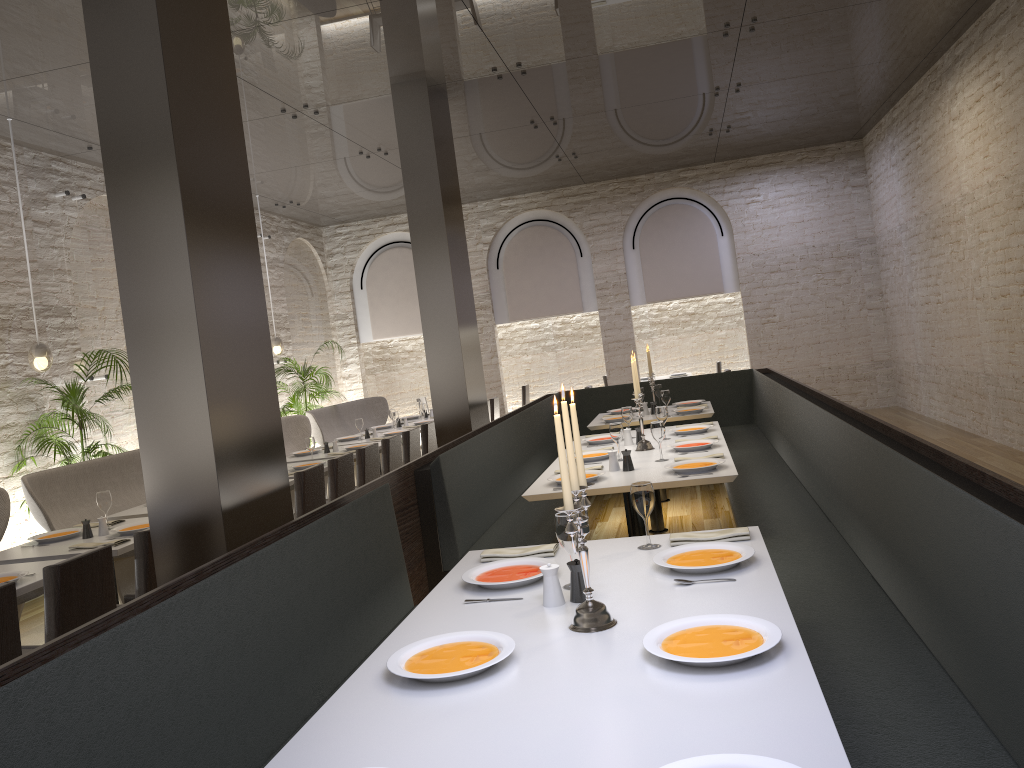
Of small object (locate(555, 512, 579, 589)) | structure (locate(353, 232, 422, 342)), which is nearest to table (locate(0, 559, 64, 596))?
small object (locate(555, 512, 579, 589))

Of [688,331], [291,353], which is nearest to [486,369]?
[291,353]

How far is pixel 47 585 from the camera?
3.54m

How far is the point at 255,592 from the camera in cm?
270

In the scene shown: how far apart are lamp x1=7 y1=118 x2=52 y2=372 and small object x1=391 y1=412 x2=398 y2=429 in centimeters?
374cm

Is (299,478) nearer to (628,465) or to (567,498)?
(628,465)

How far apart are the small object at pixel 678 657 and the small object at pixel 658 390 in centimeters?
649cm

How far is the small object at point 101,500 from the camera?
5.3 meters

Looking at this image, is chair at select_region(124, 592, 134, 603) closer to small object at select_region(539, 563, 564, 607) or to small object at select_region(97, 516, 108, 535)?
small object at select_region(97, 516, 108, 535)

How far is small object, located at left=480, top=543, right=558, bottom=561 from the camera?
3.22m
